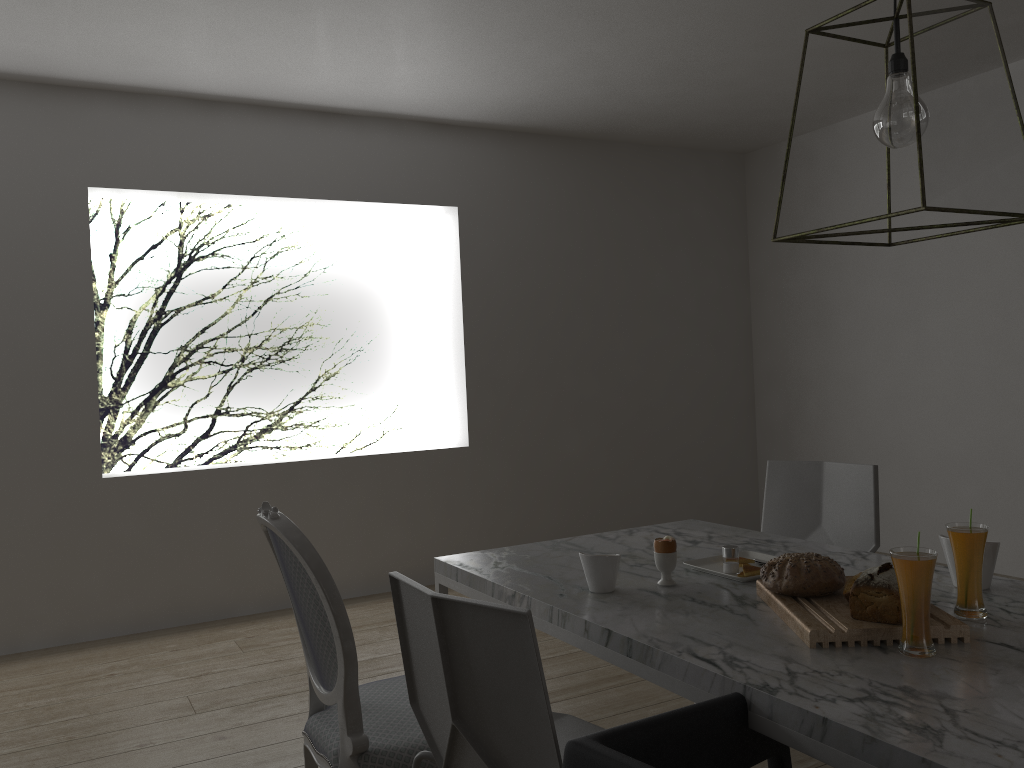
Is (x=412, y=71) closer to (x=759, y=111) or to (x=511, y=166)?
(x=511, y=166)

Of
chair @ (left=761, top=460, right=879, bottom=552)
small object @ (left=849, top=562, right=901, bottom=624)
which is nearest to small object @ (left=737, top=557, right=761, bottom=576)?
small object @ (left=849, top=562, right=901, bottom=624)

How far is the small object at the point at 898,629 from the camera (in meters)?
1.45

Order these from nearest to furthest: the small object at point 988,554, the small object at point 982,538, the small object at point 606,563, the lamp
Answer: the lamp
the small object at point 982,538
the small object at point 988,554
the small object at point 606,563

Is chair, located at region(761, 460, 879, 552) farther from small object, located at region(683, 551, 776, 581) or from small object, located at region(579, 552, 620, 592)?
small object, located at region(579, 552, 620, 592)

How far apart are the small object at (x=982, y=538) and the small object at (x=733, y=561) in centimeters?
48cm

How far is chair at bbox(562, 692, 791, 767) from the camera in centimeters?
110cm

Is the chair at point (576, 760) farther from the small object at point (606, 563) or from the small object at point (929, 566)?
the small object at point (606, 563)

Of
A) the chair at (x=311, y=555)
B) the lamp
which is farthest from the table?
the lamp

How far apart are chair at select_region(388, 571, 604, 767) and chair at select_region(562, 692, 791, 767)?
0.07m
